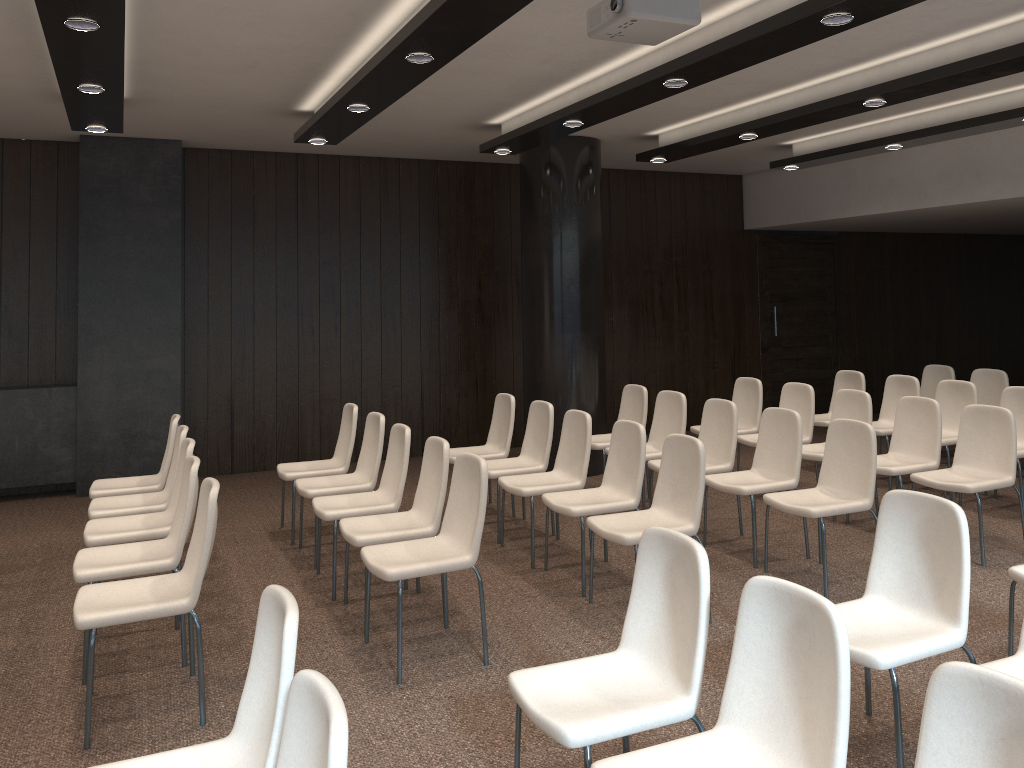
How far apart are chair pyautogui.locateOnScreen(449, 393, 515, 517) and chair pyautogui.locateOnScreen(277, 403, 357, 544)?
0.78m

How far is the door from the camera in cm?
1121

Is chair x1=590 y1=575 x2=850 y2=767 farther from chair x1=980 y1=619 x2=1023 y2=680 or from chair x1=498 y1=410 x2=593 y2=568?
chair x1=498 y1=410 x2=593 y2=568

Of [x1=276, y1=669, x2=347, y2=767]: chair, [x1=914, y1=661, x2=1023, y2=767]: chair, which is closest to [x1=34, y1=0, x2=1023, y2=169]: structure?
[x1=276, y1=669, x2=347, y2=767]: chair

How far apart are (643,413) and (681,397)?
0.56m

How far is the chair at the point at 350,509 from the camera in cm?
514

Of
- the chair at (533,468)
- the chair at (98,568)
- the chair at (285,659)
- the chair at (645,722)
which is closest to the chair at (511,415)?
the chair at (533,468)

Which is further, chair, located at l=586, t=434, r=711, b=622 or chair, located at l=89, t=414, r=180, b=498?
chair, located at l=89, t=414, r=180, b=498

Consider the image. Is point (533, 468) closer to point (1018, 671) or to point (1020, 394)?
point (1018, 671)

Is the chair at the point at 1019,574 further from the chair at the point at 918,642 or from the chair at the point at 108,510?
the chair at the point at 108,510
